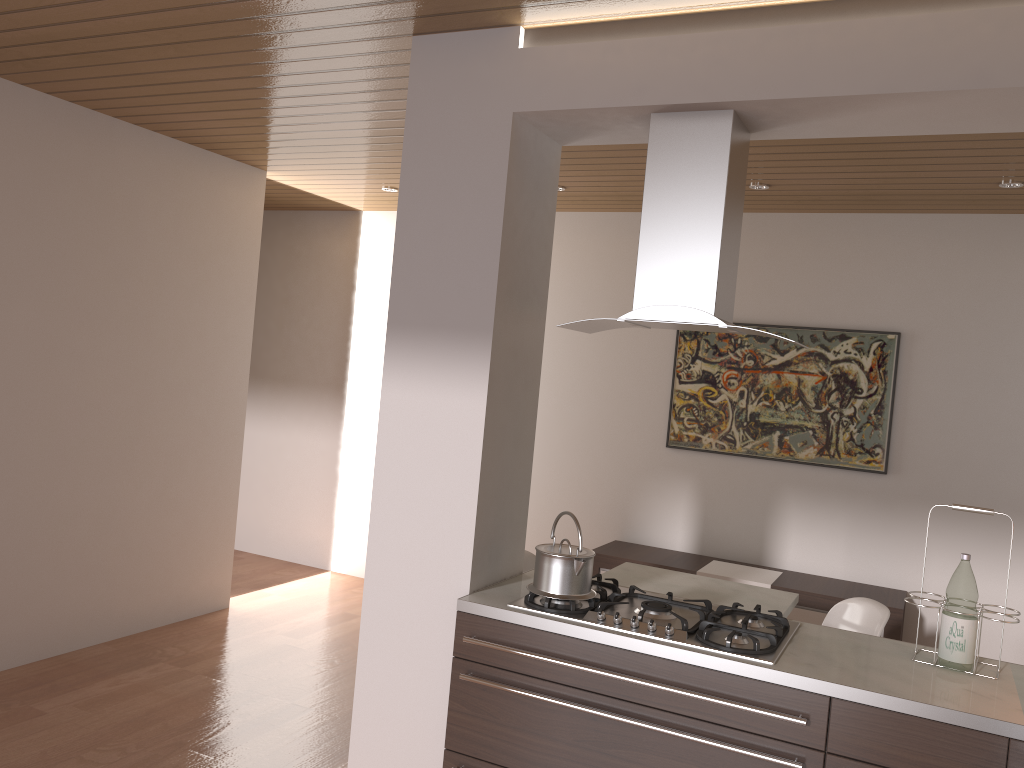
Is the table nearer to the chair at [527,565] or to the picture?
the chair at [527,565]

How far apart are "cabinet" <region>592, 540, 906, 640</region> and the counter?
1.96m

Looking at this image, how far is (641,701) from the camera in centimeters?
247cm

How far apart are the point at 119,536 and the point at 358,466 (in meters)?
2.10

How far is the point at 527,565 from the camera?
3.9 meters

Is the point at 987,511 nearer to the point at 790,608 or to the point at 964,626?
the point at 964,626

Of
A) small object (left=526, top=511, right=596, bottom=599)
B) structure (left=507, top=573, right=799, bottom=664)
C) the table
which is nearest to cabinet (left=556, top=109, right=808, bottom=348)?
small object (left=526, top=511, right=596, bottom=599)

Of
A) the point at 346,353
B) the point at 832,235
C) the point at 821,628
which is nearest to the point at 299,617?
the point at 346,353

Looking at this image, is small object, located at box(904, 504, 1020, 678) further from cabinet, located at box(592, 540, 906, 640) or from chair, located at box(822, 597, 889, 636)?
cabinet, located at box(592, 540, 906, 640)

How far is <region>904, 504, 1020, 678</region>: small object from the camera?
2.5m
